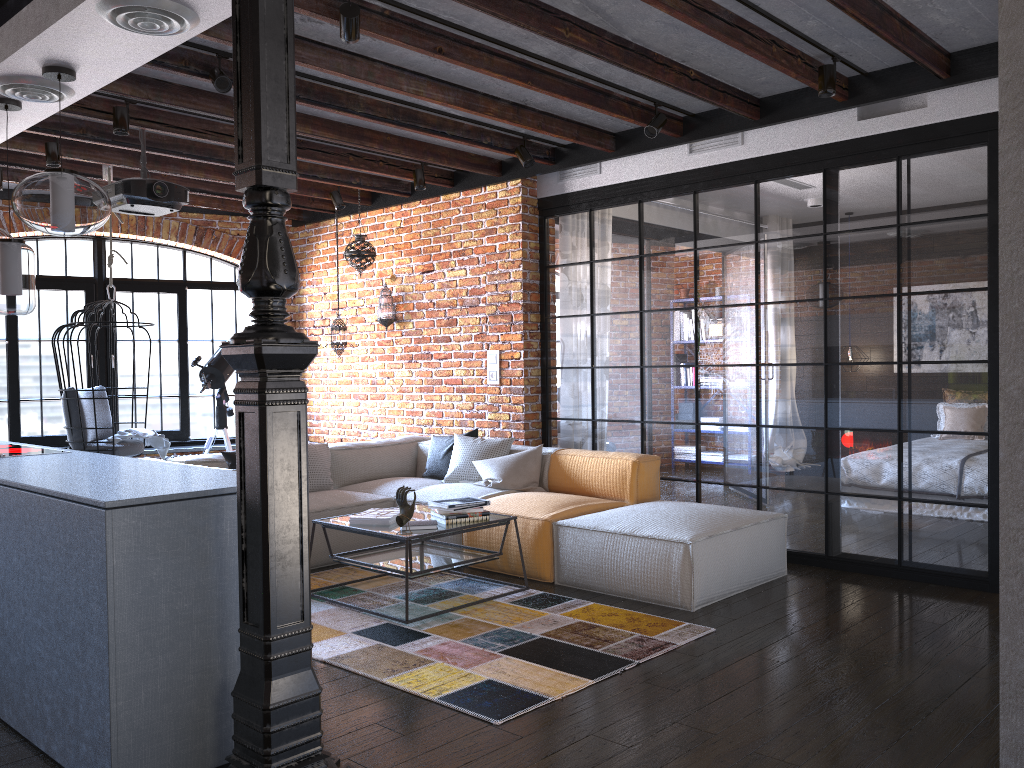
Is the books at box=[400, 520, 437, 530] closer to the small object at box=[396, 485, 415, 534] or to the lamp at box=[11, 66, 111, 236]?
the small object at box=[396, 485, 415, 534]

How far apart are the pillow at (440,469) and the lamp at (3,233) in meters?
3.1

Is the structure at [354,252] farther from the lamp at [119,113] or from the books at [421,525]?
the books at [421,525]

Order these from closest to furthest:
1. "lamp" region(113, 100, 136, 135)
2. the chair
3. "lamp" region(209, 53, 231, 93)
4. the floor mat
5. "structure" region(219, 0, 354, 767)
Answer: "structure" region(219, 0, 354, 767), the floor mat, "lamp" region(209, 53, 231, 93), "lamp" region(113, 100, 136, 135), the chair

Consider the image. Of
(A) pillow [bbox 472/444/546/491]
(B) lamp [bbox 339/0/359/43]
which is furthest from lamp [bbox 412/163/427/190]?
(B) lamp [bbox 339/0/359/43]

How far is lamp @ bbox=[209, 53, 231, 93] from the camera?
4.17m

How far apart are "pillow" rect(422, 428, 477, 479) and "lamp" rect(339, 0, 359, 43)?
3.26m

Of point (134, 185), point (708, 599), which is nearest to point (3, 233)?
point (134, 185)

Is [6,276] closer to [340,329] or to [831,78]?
[340,329]

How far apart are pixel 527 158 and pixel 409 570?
2.90m
